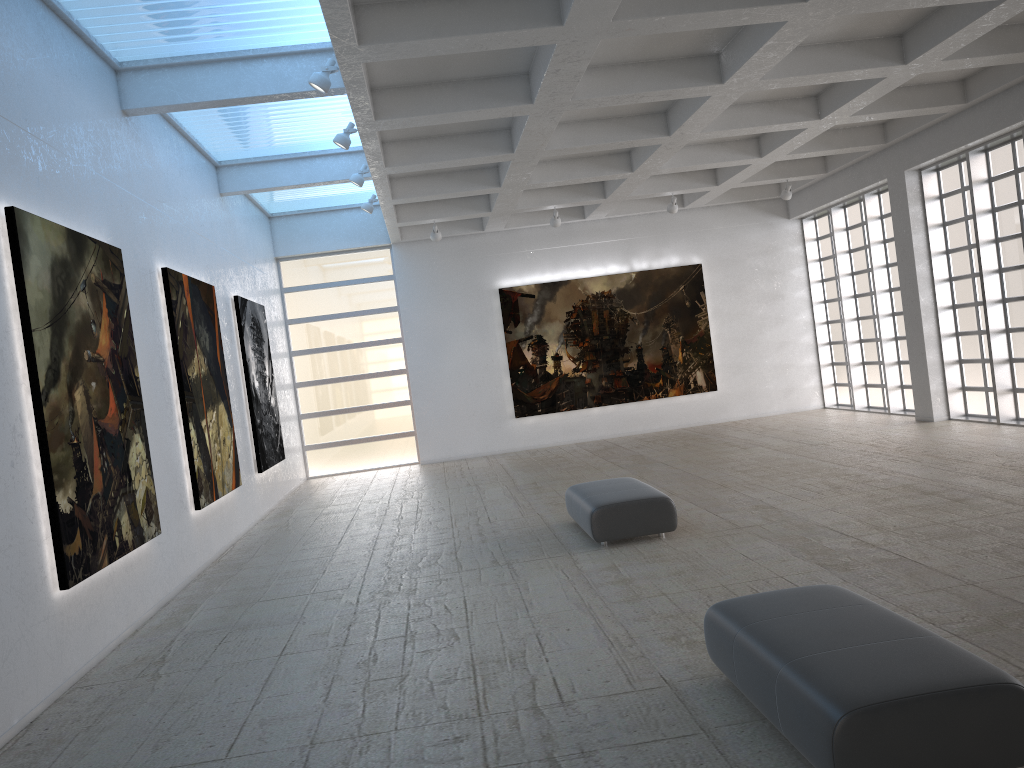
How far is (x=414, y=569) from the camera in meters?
16.1

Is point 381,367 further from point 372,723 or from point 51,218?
point 372,723
